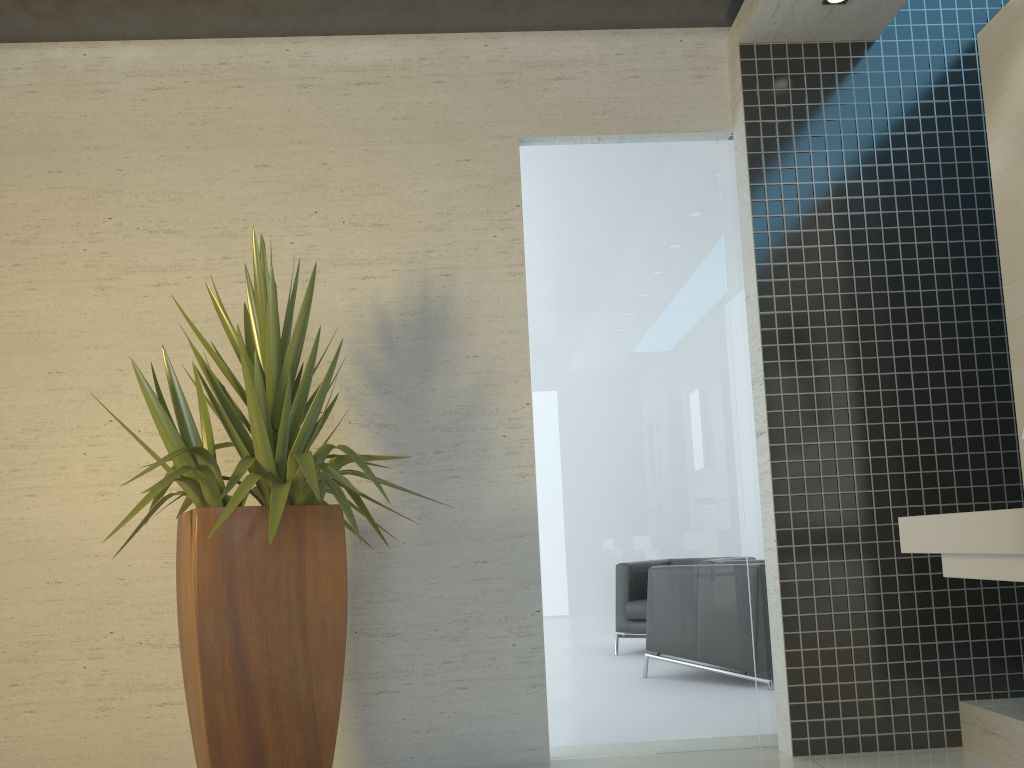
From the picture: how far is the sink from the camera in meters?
2.3 m

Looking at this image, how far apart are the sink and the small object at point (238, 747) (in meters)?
1.68

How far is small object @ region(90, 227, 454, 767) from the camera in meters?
2.7

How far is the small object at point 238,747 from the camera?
2.7m

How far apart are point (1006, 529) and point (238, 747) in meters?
2.3

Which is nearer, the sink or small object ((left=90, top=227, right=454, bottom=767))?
the sink

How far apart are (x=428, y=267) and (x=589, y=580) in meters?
1.6

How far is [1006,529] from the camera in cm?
229

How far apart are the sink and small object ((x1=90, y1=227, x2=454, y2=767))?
1.7 meters
